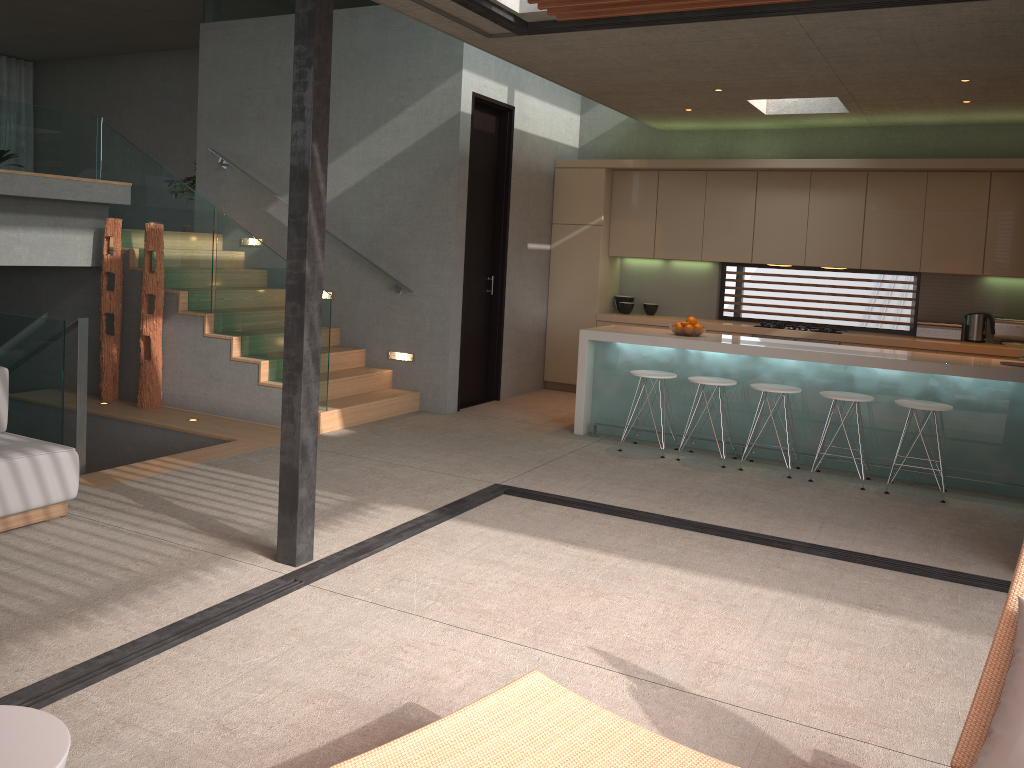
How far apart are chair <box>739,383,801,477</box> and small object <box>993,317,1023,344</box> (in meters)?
2.95

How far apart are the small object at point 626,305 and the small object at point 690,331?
2.4 meters

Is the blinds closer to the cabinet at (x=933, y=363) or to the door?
the door

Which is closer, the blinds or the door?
the door

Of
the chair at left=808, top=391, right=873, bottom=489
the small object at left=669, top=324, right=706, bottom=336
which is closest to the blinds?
the small object at left=669, top=324, right=706, bottom=336

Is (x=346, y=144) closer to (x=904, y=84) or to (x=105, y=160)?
(x=105, y=160)

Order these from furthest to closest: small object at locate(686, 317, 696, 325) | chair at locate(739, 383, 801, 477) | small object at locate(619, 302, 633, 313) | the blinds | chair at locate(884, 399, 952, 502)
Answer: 1. the blinds
2. small object at locate(619, 302, 633, 313)
3. small object at locate(686, 317, 696, 325)
4. chair at locate(739, 383, 801, 477)
5. chair at locate(884, 399, 952, 502)

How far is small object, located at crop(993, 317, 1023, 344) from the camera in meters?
8.1

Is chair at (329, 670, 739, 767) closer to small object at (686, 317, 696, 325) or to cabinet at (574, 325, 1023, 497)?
cabinet at (574, 325, 1023, 497)

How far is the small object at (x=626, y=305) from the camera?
9.70m
